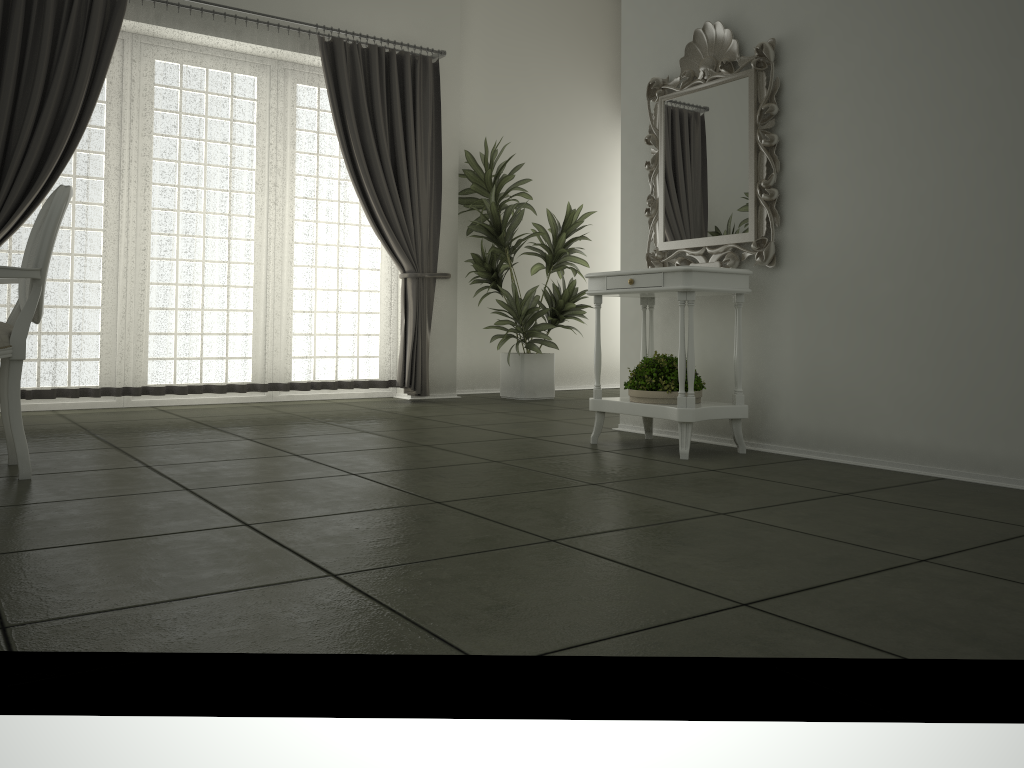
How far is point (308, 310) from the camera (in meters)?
6.17

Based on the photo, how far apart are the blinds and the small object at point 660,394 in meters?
2.6

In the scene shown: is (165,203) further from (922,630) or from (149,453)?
(922,630)

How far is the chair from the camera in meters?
3.1

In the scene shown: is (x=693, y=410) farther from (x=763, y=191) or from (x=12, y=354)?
(x=12, y=354)

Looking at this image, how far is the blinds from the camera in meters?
5.1

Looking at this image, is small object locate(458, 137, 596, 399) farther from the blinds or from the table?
the table

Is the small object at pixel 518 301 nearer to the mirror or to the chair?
the mirror

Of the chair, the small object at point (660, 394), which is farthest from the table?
the chair

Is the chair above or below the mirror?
below
